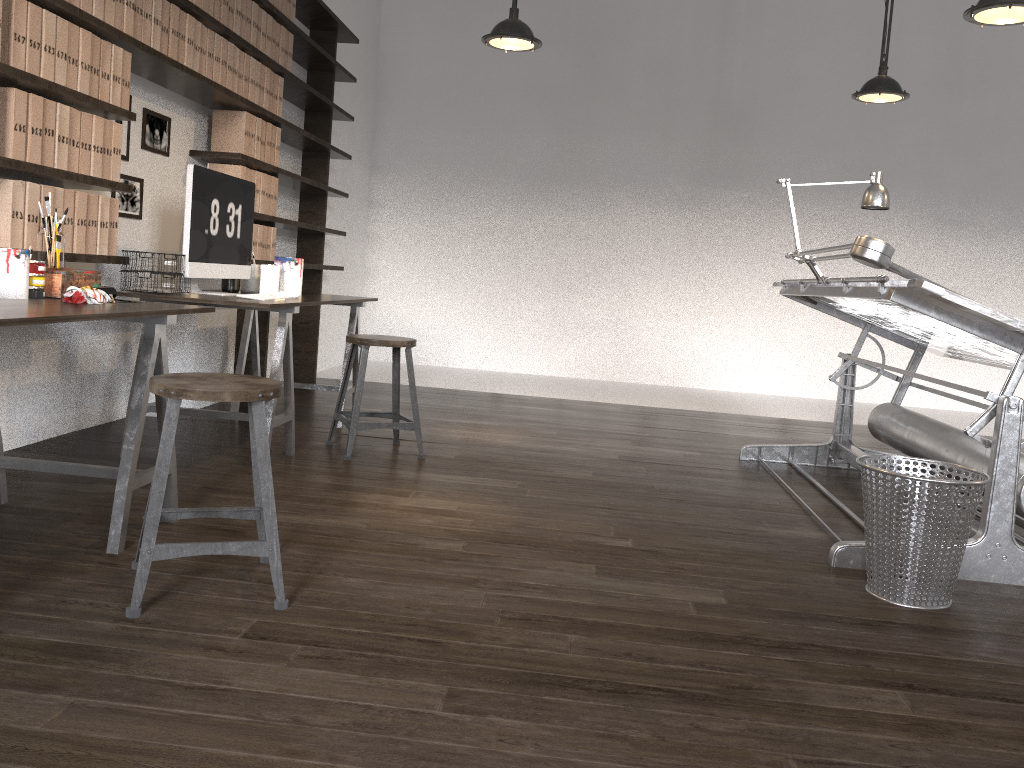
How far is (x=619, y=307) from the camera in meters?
7.8 m

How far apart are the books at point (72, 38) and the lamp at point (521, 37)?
2.00m

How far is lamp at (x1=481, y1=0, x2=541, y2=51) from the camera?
4.3m

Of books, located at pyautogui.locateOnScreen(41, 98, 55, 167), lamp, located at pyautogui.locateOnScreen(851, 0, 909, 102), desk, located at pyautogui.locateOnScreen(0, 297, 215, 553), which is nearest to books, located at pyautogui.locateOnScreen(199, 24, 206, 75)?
books, located at pyautogui.locateOnScreen(41, 98, 55, 167)

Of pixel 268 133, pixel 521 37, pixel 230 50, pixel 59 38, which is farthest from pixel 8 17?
pixel 521 37

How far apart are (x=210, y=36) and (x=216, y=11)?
0.1m

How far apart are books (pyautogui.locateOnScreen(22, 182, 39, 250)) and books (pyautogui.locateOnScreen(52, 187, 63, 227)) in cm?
11

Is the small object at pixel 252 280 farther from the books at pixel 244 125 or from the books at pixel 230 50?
the books at pixel 230 50

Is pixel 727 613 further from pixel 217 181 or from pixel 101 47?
pixel 101 47

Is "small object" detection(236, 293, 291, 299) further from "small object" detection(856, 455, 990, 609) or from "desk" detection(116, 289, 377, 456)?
"small object" detection(856, 455, 990, 609)
